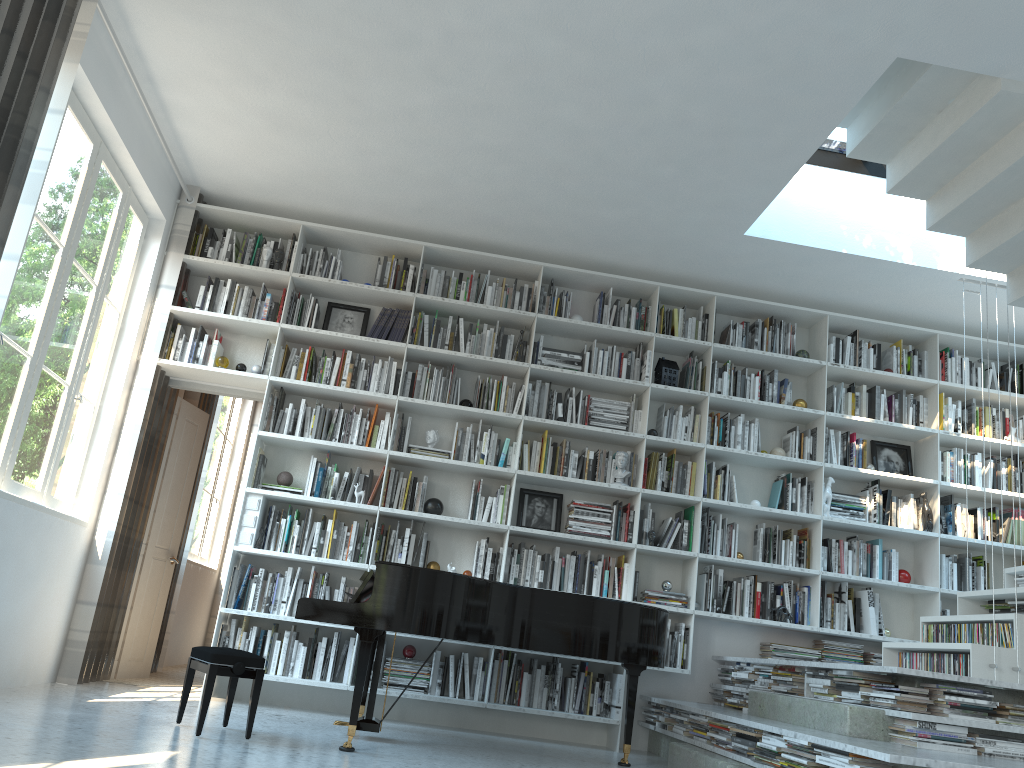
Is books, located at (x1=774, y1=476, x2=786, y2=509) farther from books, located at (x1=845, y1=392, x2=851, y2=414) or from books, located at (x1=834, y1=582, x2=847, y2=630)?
books, located at (x1=845, y1=392, x2=851, y2=414)

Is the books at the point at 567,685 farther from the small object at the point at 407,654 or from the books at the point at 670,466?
the books at the point at 670,466

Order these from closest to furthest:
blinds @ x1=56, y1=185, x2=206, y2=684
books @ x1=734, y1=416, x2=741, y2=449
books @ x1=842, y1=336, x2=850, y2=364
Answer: blinds @ x1=56, y1=185, x2=206, y2=684 → books @ x1=734, y1=416, x2=741, y2=449 → books @ x1=842, y1=336, x2=850, y2=364

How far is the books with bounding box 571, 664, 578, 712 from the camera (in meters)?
5.65

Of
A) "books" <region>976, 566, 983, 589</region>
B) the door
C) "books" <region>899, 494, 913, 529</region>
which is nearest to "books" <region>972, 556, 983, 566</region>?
"books" <region>976, 566, 983, 589</region>

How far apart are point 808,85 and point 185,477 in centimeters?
492cm

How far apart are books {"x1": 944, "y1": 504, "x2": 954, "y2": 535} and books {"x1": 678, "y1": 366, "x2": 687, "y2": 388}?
2.07m

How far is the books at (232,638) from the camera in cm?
540

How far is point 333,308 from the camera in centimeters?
622cm

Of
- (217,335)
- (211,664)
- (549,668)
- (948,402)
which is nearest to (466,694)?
(549,668)
